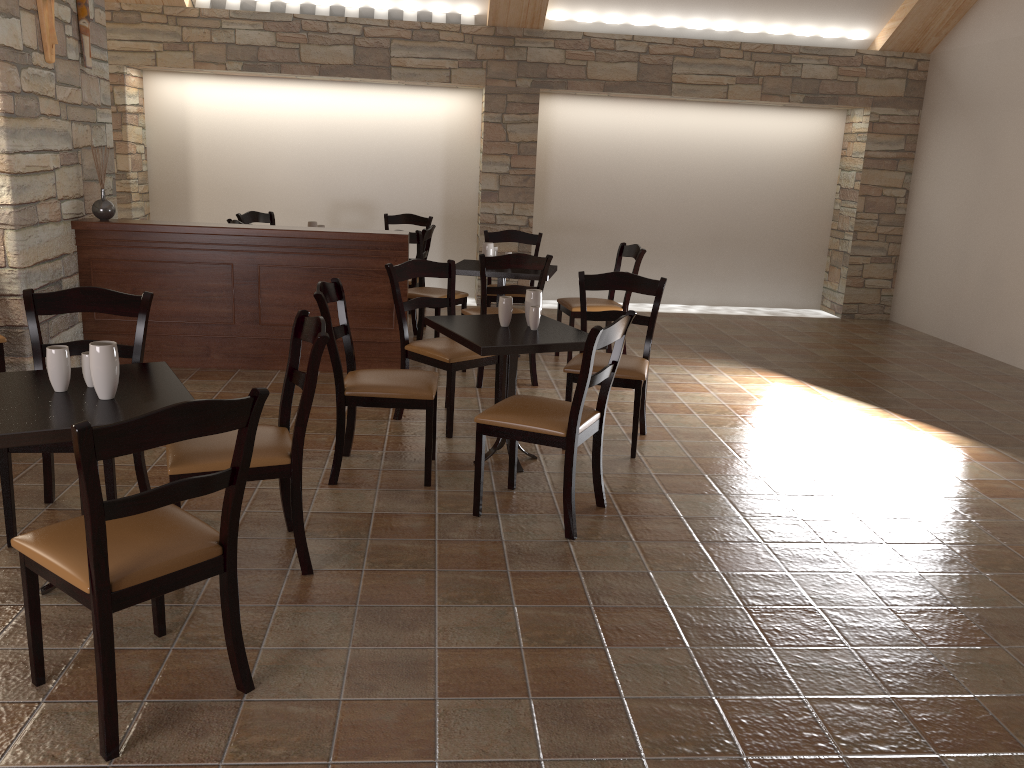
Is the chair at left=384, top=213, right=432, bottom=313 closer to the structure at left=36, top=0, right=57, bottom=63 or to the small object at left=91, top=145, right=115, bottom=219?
the small object at left=91, top=145, right=115, bottom=219

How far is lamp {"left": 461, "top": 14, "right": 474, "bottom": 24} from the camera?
7.98m

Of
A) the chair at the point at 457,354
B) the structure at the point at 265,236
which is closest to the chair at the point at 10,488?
the chair at the point at 457,354

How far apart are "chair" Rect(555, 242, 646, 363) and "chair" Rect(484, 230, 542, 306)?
0.3 meters

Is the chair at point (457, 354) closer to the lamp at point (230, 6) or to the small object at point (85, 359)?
the small object at point (85, 359)

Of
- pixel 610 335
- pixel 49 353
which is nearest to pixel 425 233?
pixel 610 335

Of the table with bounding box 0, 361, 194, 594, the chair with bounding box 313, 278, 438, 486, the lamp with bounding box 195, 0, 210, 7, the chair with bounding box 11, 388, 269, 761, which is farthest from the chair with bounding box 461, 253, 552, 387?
the lamp with bounding box 195, 0, 210, 7

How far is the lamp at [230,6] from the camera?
7.8m

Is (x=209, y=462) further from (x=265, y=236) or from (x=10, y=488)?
(x=265, y=236)

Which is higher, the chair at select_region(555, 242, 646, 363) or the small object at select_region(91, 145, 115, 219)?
the small object at select_region(91, 145, 115, 219)
